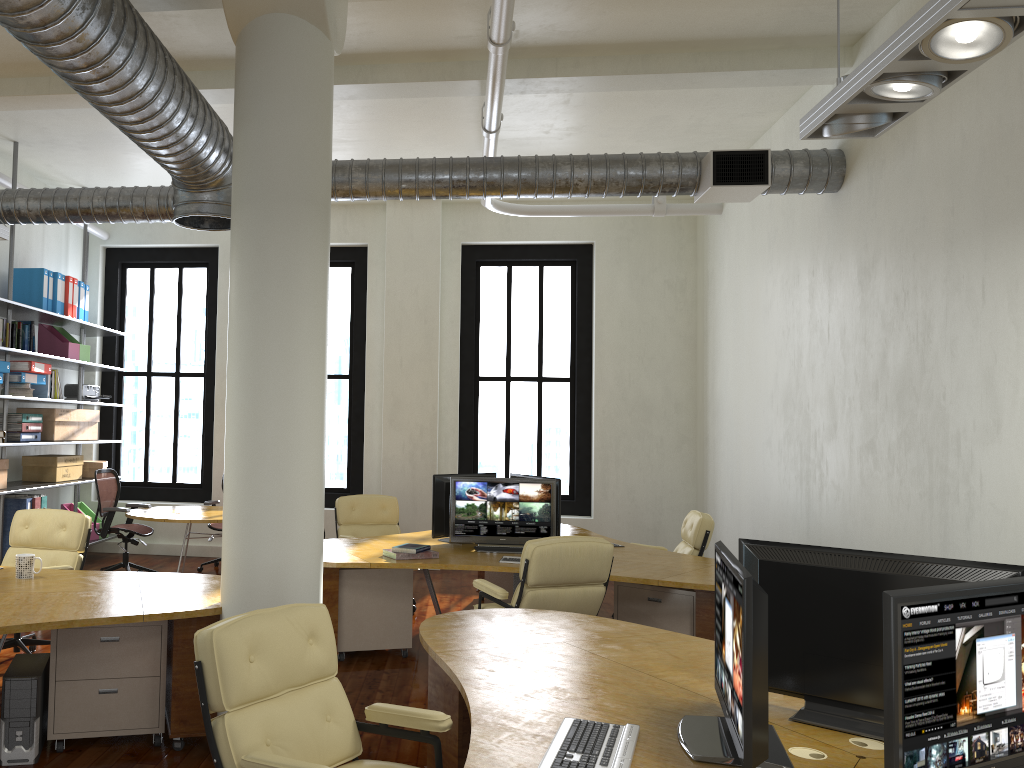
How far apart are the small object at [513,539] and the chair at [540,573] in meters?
1.0 m

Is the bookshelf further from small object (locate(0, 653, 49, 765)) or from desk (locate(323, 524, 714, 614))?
small object (locate(0, 653, 49, 765))

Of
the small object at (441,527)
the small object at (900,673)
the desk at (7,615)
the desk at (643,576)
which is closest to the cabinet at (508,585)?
the desk at (643,576)

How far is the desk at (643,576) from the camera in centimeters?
568cm

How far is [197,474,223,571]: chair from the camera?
9.9 meters

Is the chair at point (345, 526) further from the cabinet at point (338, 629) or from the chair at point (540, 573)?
the chair at point (540, 573)

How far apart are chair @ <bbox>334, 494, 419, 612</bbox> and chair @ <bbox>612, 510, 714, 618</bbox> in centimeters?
252cm

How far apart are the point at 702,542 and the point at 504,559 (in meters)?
1.96

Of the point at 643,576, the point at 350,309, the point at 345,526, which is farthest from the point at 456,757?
the point at 350,309

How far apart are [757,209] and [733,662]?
6.9 meters
